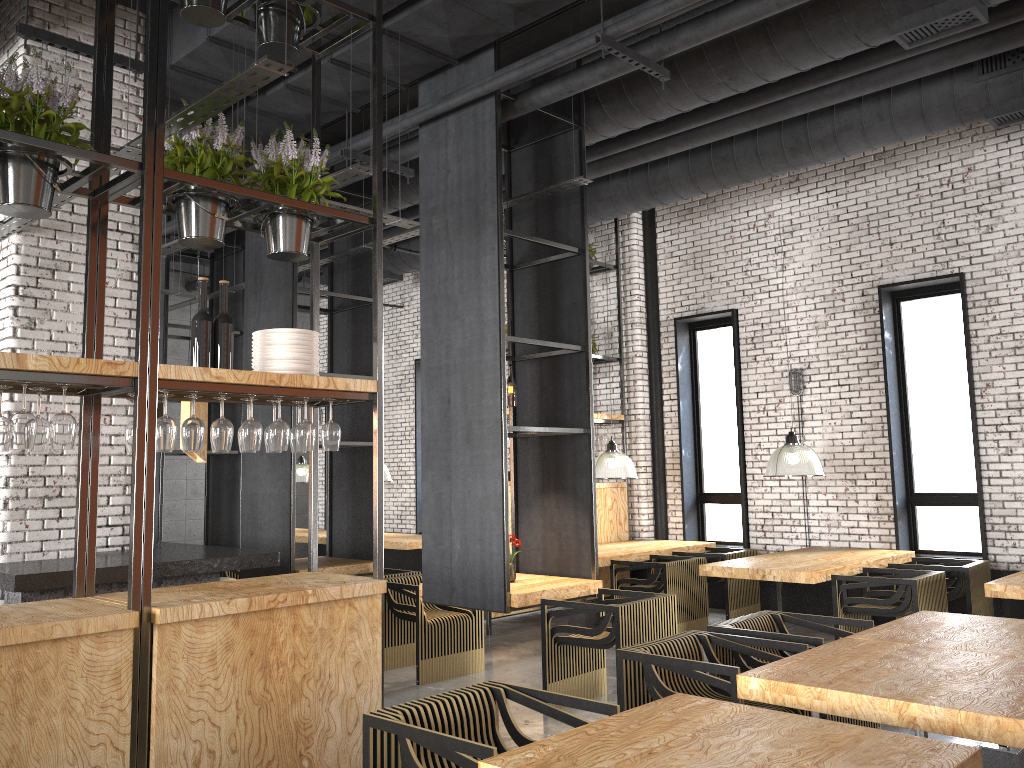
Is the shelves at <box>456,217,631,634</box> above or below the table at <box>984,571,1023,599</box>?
above

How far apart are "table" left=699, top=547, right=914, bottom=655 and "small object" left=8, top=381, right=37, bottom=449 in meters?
5.4 m

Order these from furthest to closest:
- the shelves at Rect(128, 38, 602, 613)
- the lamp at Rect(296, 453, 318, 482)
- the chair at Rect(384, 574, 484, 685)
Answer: the lamp at Rect(296, 453, 318, 482)
the chair at Rect(384, 574, 484, 685)
the shelves at Rect(128, 38, 602, 613)

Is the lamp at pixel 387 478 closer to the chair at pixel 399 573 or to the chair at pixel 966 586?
the chair at pixel 399 573

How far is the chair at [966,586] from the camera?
7.2m

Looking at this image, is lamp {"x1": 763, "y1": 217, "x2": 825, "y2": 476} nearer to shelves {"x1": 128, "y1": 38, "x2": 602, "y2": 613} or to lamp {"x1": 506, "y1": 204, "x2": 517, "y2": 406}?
shelves {"x1": 128, "y1": 38, "x2": 602, "y2": 613}

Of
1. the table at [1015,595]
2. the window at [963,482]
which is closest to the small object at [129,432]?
the table at [1015,595]

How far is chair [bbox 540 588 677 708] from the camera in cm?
555

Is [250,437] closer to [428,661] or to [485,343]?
[485,343]

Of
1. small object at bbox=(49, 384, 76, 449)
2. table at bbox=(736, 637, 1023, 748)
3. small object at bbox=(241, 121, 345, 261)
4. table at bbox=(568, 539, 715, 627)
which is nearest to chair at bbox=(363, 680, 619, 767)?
table at bbox=(736, 637, 1023, 748)
